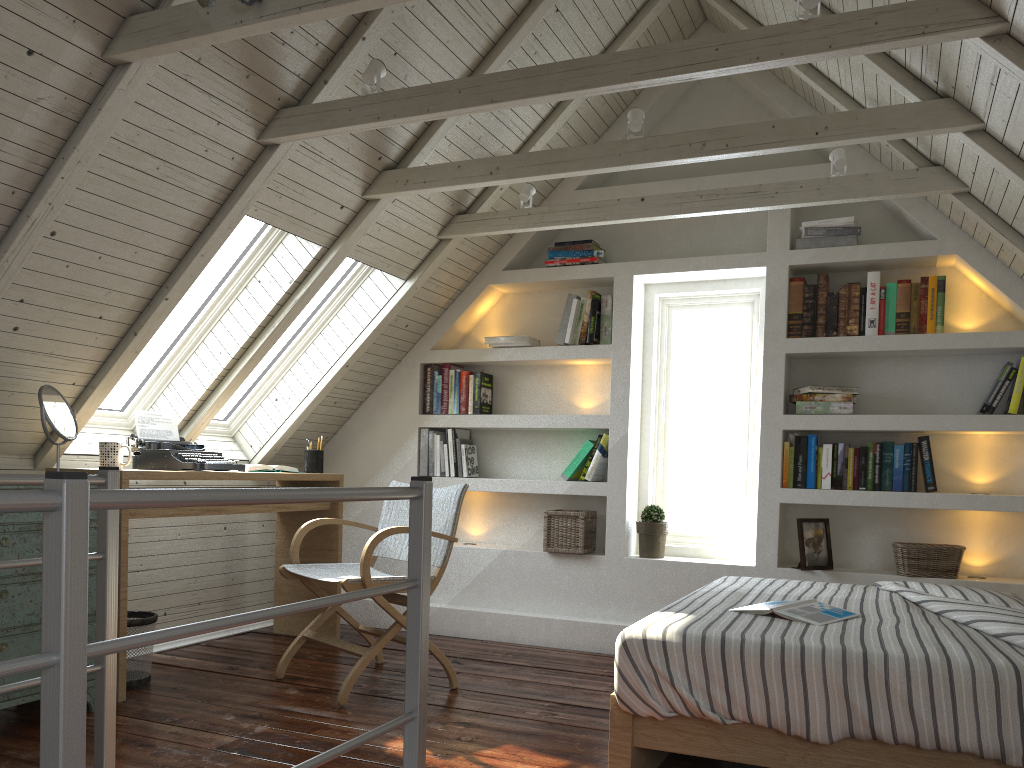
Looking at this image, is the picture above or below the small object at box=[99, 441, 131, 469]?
below

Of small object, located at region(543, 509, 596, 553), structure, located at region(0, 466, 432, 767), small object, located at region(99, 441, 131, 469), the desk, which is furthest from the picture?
small object, located at region(99, 441, 131, 469)

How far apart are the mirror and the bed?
1.92m

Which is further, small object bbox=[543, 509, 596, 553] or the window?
small object bbox=[543, 509, 596, 553]

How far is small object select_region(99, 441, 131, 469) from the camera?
3.13m

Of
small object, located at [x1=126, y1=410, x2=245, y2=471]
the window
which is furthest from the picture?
small object, located at [x1=126, y1=410, x2=245, y2=471]

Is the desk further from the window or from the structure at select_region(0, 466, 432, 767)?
the structure at select_region(0, 466, 432, 767)

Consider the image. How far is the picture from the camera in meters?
3.7 m

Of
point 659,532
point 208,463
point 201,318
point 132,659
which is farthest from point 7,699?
point 659,532

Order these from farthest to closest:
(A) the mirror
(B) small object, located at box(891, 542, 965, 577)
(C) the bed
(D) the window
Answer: (D) the window < (B) small object, located at box(891, 542, 965, 577) < (A) the mirror < (C) the bed
